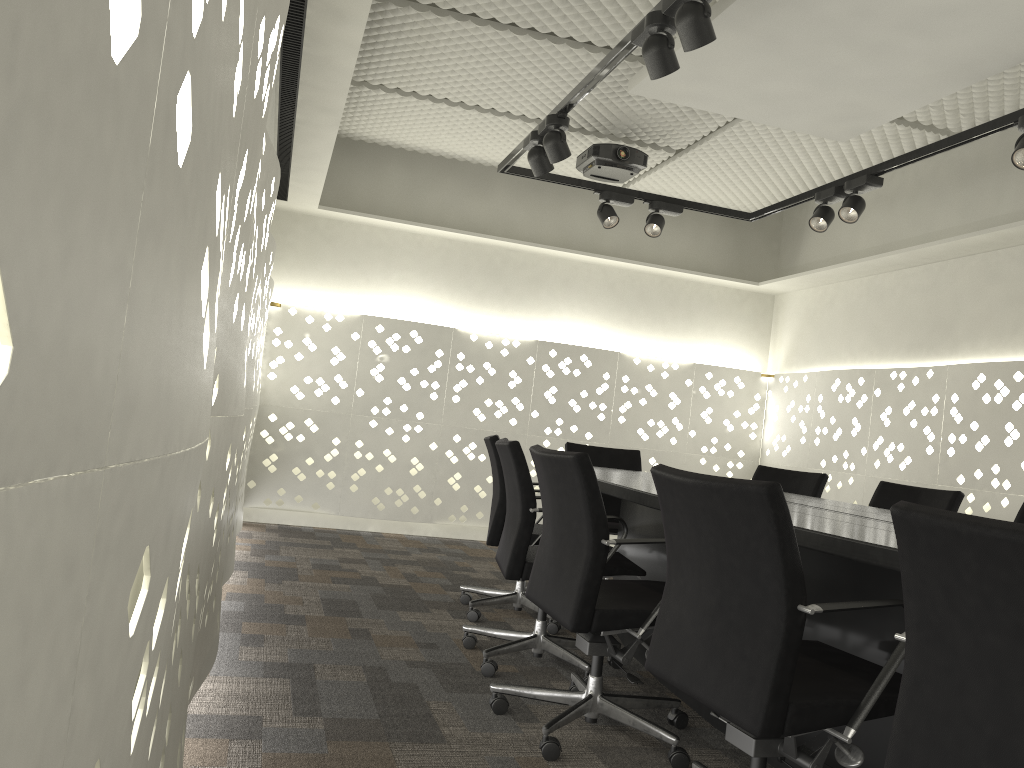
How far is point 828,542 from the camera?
1.8m

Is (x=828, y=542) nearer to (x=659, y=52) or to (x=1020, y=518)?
(x=659, y=52)

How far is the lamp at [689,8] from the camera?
2.38m

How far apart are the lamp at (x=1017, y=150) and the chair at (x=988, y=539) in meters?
2.2 m

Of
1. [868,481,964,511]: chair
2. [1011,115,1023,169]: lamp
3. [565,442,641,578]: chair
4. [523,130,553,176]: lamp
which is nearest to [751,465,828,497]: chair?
[868,481,964,511]: chair

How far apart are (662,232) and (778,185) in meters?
1.1 m

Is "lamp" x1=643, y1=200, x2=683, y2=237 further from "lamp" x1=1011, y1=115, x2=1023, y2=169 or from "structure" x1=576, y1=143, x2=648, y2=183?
"lamp" x1=1011, y1=115, x2=1023, y2=169

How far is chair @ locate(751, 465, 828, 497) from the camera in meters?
4.0 m

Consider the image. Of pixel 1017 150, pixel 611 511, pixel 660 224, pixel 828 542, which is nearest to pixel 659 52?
pixel 1017 150

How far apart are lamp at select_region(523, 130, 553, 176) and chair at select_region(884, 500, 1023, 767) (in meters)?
2.72
